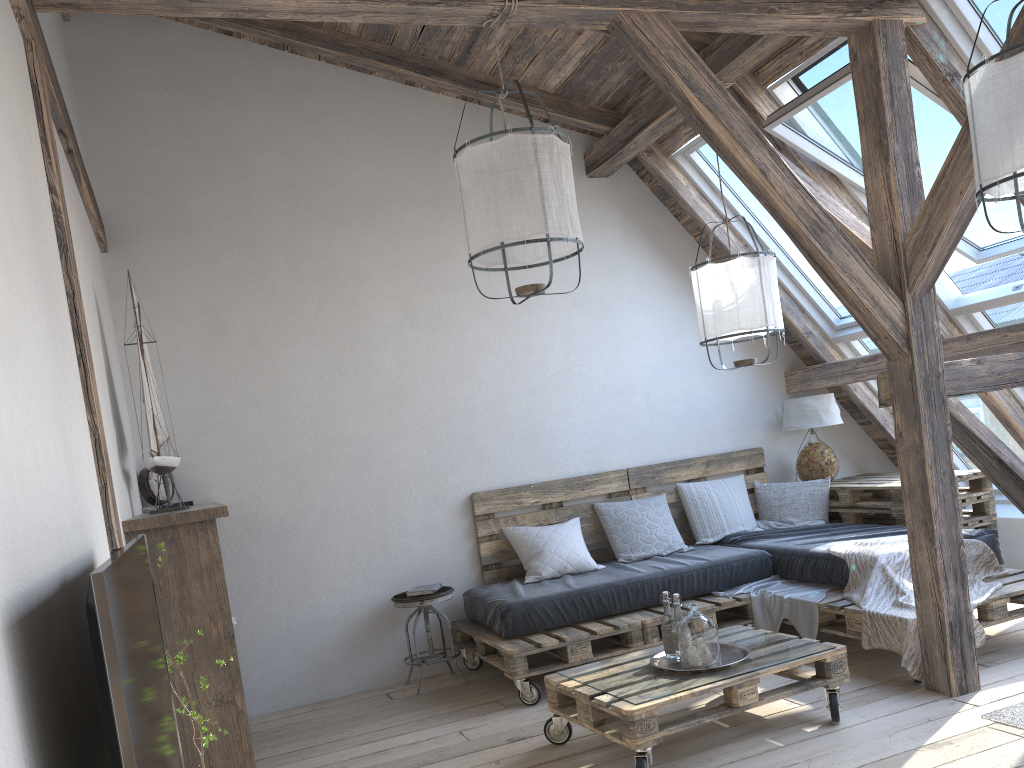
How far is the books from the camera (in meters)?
4.61

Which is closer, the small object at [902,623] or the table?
the small object at [902,623]

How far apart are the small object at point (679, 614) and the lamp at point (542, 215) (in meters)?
1.31

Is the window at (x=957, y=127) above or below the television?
above

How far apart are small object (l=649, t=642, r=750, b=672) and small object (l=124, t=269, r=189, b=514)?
2.1 meters

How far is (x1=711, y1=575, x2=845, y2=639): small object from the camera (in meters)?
4.20

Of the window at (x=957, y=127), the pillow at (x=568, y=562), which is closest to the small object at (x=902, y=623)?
the pillow at (x=568, y=562)

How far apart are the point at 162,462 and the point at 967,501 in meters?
4.3

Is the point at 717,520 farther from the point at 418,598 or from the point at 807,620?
the point at 418,598

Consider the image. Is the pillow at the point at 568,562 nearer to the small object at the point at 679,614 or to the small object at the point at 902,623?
the small object at the point at 902,623
